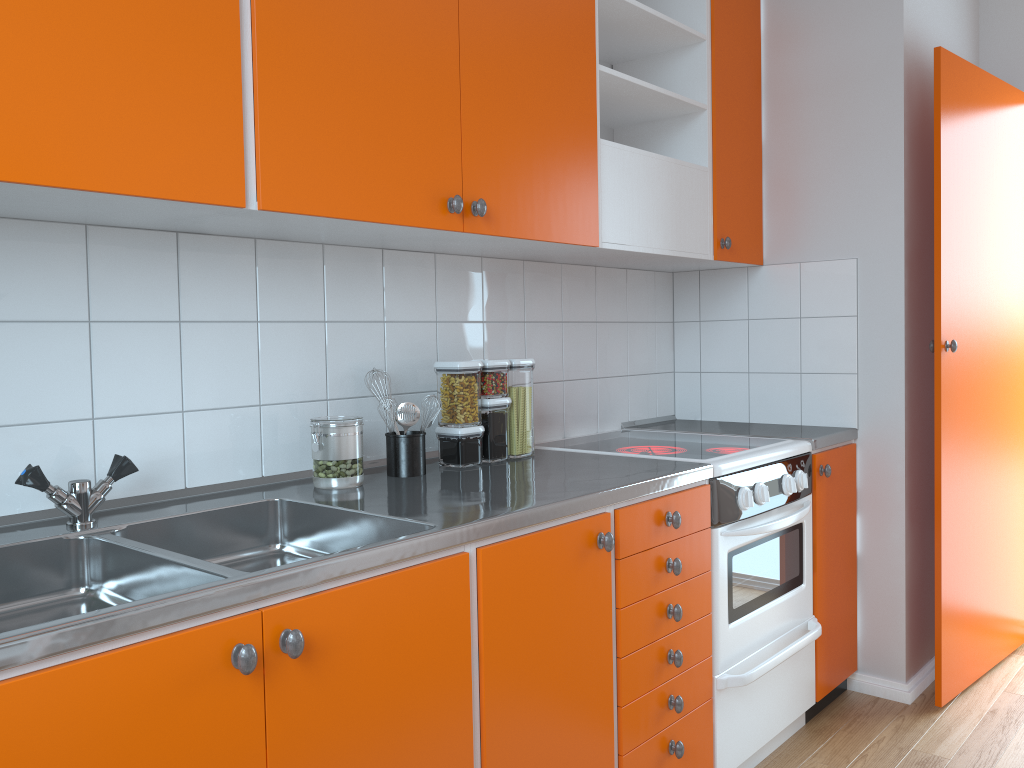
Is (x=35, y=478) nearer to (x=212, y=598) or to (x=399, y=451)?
(x=212, y=598)

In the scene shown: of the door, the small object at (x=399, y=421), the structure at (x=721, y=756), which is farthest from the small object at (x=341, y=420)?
the door

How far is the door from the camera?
2.7 meters

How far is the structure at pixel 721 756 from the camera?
2.2 meters

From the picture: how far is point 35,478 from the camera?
1.48m

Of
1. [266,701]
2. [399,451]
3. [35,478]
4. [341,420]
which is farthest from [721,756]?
[35,478]

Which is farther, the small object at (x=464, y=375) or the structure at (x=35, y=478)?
the small object at (x=464, y=375)

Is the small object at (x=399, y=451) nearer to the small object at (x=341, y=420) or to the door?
the small object at (x=341, y=420)

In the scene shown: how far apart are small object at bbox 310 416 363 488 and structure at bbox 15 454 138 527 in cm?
38

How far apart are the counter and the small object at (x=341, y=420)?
0.0m
